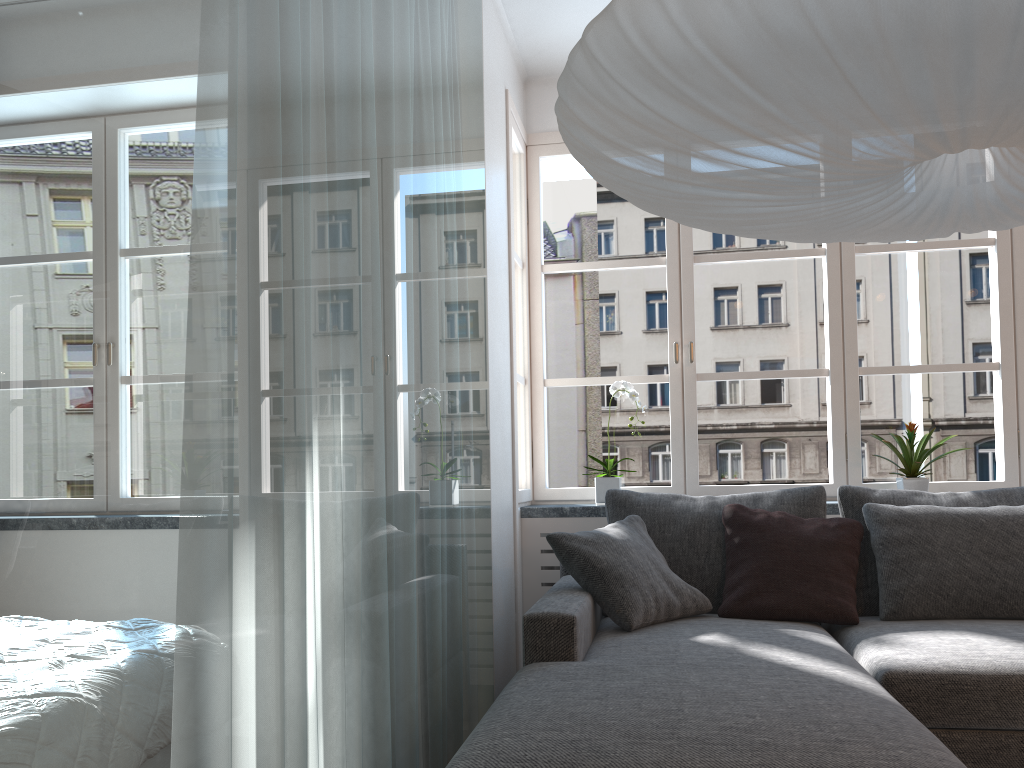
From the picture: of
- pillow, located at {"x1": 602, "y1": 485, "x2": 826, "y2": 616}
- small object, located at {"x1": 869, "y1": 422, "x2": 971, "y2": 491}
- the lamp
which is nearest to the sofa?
pillow, located at {"x1": 602, "y1": 485, "x2": 826, "y2": 616}

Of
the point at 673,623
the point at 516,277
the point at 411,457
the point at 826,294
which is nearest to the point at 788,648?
the point at 673,623

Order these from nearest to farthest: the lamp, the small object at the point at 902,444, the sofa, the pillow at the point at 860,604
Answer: the lamp
the sofa
the pillow at the point at 860,604
the small object at the point at 902,444

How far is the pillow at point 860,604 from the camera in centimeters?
307cm

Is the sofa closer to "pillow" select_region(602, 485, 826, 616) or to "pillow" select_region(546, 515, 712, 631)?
"pillow" select_region(546, 515, 712, 631)

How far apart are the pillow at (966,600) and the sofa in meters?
0.0 m

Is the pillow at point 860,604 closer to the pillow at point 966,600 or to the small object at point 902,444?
the pillow at point 966,600

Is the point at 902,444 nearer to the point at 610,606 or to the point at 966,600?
the point at 966,600

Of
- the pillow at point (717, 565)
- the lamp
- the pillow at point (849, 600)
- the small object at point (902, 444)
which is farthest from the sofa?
the lamp

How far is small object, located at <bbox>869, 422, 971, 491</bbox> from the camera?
3.5 meters
